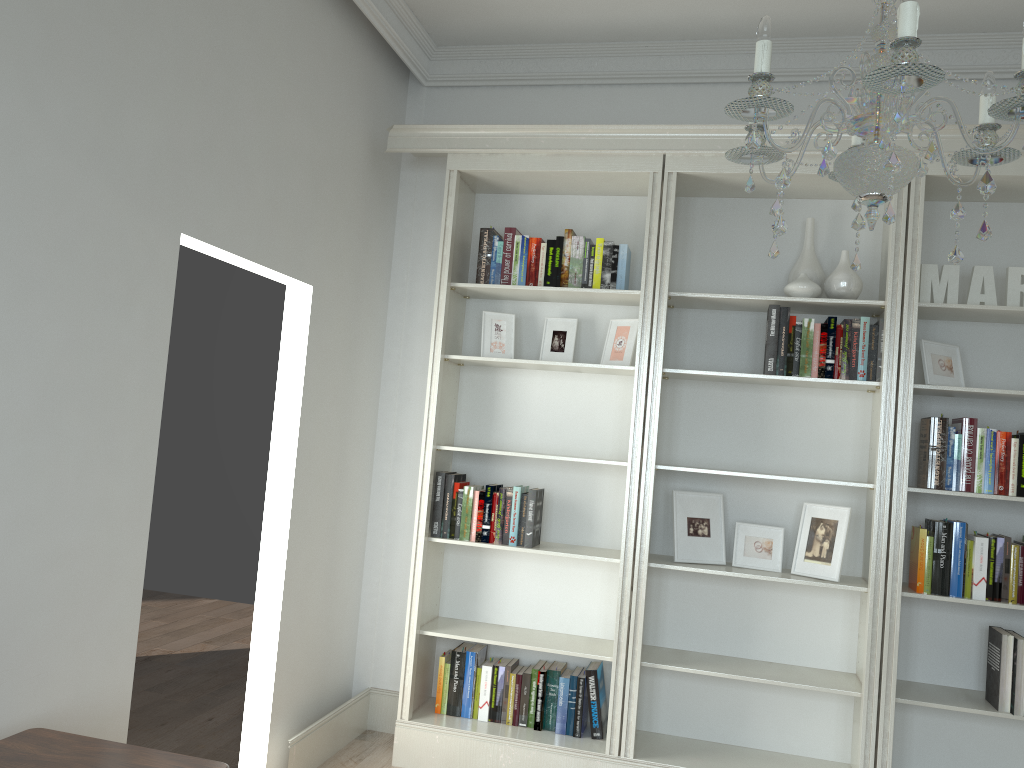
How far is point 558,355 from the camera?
4.06m

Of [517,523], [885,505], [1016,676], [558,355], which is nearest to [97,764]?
[517,523]

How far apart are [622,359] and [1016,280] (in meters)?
1.61

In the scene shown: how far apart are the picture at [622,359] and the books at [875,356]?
0.6m

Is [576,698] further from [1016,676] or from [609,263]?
[609,263]

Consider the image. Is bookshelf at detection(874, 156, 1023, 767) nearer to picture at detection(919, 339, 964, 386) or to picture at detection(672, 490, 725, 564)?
picture at detection(919, 339, 964, 386)

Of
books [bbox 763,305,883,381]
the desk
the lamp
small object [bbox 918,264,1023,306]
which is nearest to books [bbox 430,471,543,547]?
books [bbox 763,305,883,381]

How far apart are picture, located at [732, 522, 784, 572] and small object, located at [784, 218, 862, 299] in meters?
1.0

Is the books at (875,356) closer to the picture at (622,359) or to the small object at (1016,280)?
the small object at (1016,280)

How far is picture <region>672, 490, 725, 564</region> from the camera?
3.8m
